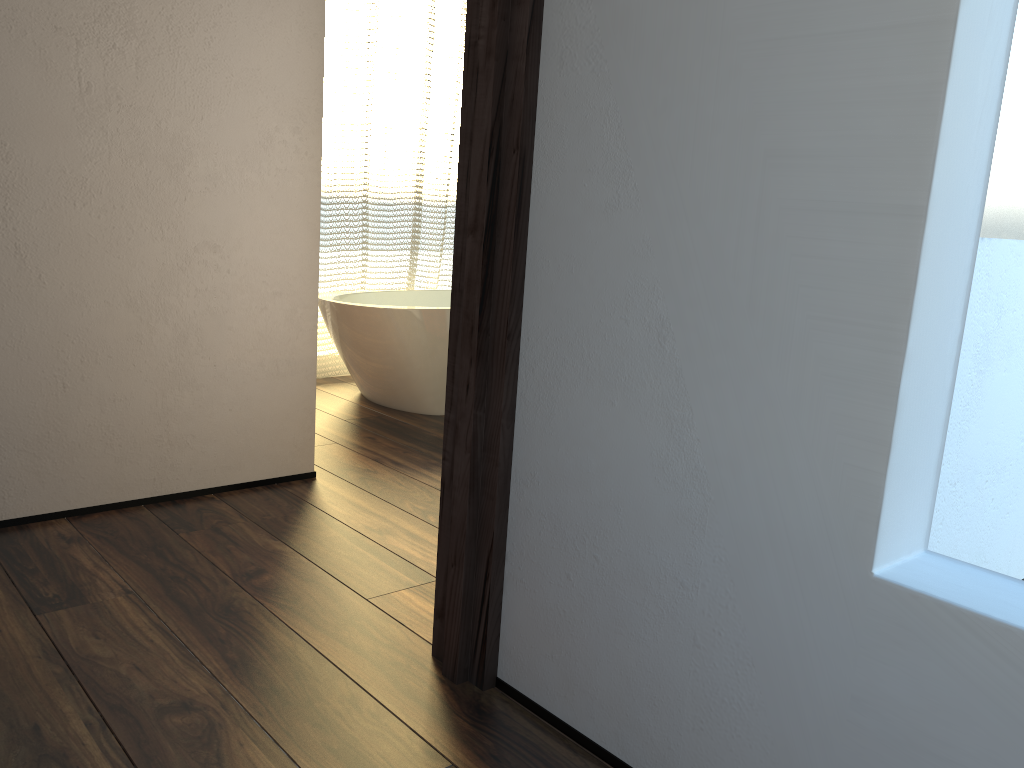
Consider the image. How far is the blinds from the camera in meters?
4.3 m

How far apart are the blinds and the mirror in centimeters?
313cm

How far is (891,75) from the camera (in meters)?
1.06

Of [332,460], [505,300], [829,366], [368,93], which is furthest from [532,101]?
[368,93]

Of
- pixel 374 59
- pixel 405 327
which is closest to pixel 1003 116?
pixel 405 327

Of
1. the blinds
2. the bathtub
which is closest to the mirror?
the bathtub

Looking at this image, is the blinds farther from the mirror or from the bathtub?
the mirror

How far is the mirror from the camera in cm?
180

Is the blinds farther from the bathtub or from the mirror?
the mirror

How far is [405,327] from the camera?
3.69m
